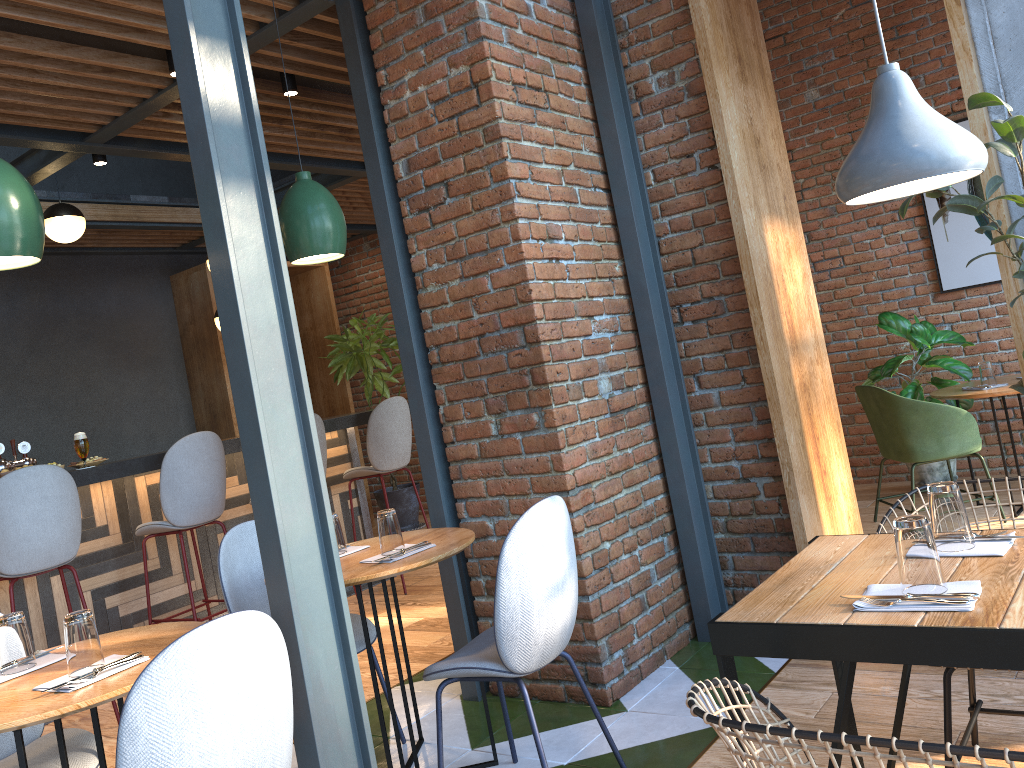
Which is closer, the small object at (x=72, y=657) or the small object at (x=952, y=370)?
the small object at (x=72, y=657)

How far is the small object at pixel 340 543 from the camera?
3.05m

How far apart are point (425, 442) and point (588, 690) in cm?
125

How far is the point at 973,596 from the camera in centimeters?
157cm

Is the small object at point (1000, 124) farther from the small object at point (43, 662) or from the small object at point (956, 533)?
the small object at point (43, 662)

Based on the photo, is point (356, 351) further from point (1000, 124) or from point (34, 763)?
point (1000, 124)

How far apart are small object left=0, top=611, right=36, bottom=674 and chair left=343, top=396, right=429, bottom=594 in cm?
347

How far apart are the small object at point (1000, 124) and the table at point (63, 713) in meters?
2.4 m

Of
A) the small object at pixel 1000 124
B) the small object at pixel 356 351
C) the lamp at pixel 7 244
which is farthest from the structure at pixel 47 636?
the small object at pixel 1000 124

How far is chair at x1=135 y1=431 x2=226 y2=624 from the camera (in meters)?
4.47
